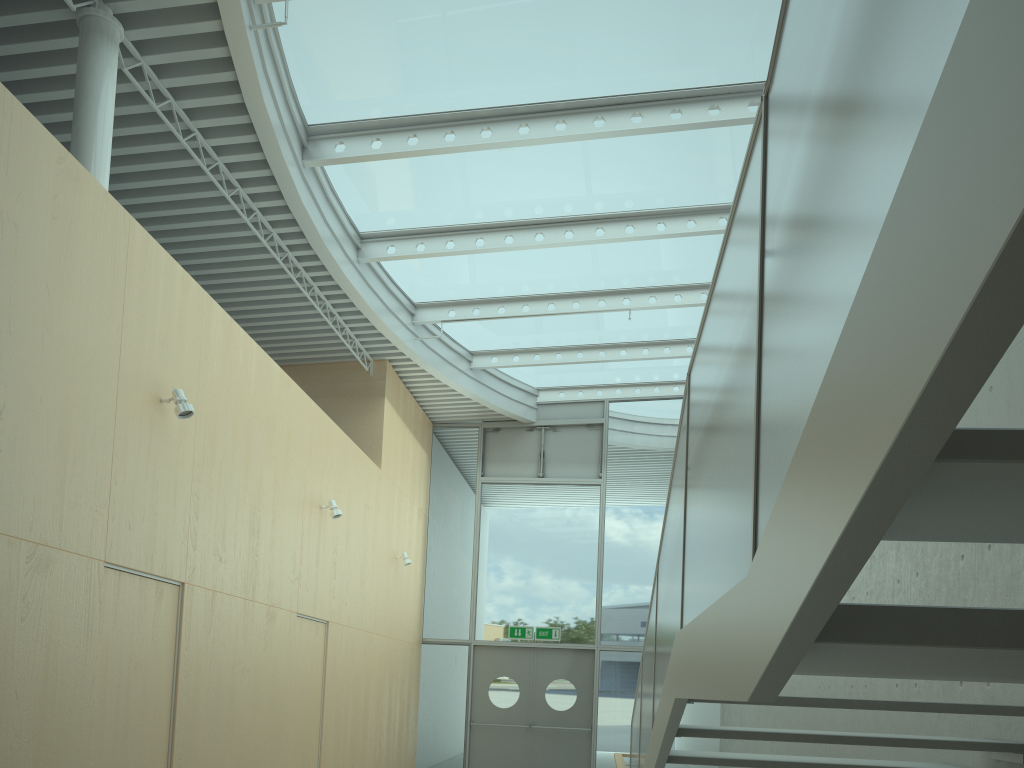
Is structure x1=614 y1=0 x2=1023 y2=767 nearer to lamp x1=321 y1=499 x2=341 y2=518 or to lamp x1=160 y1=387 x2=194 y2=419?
lamp x1=160 y1=387 x2=194 y2=419

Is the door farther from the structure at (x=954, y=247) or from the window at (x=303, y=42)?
the structure at (x=954, y=247)

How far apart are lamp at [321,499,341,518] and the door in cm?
533

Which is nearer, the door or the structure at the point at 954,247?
the structure at the point at 954,247

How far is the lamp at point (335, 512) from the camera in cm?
846

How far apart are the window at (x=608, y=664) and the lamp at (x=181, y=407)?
8.3 meters

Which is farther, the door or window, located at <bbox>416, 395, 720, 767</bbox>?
window, located at <bbox>416, 395, 720, 767</bbox>

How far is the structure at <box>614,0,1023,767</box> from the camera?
0.7m

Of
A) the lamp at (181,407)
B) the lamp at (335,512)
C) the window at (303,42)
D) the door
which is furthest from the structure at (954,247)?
the door

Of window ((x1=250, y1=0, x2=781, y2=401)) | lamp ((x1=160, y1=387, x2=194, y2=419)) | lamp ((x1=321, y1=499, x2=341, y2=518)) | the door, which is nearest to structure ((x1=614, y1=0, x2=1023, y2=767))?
lamp ((x1=160, y1=387, x2=194, y2=419))
